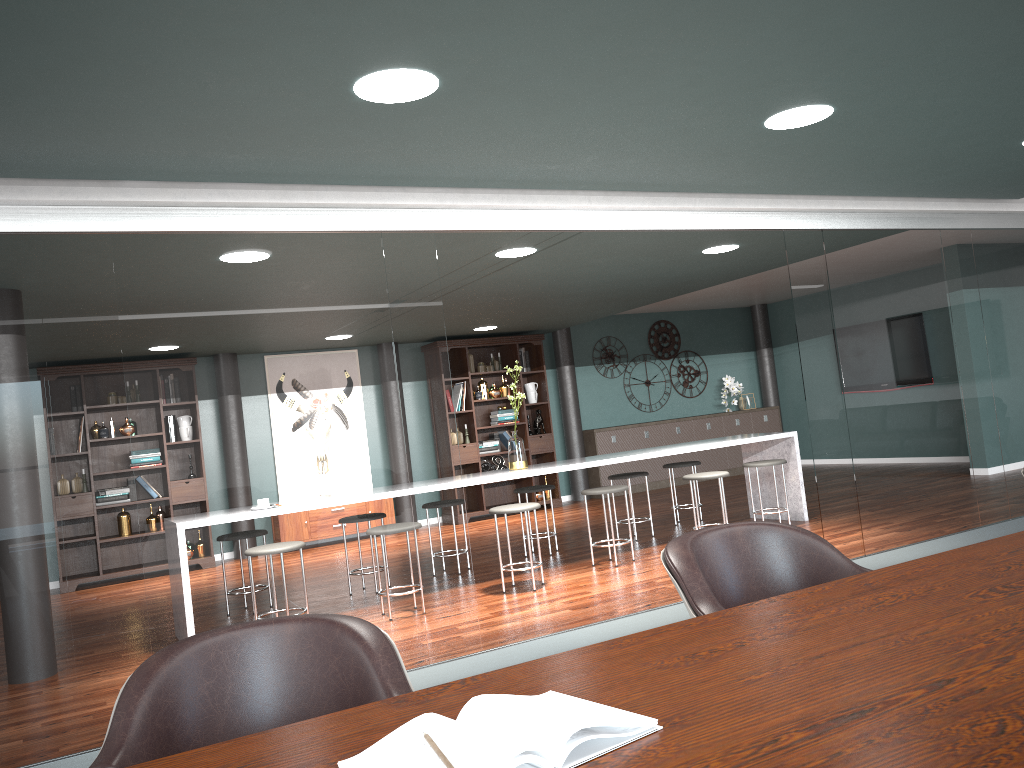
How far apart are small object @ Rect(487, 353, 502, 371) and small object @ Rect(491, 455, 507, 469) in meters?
1.1

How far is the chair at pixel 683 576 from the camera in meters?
1.7 m

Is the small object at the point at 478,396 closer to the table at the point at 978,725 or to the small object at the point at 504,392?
the small object at the point at 504,392

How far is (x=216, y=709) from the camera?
1.35m

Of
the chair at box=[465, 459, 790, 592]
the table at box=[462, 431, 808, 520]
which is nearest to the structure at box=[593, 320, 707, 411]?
the table at box=[462, 431, 808, 520]

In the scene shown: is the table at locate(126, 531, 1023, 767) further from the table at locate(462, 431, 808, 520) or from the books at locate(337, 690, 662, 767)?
the table at locate(462, 431, 808, 520)

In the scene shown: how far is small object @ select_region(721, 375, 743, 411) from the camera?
11.6m

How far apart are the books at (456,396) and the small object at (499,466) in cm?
92

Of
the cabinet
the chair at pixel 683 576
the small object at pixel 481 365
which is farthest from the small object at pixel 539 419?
the chair at pixel 683 576

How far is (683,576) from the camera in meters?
1.7
